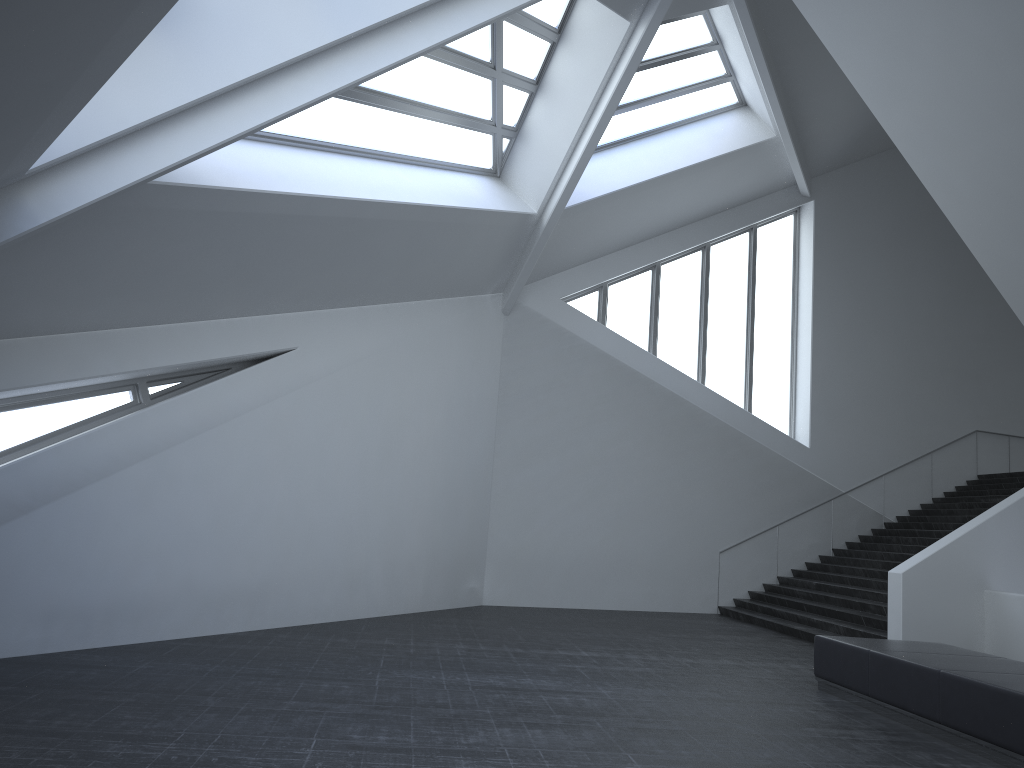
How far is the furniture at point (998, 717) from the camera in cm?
672

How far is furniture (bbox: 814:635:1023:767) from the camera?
6.7 meters

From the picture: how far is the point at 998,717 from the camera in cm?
672
